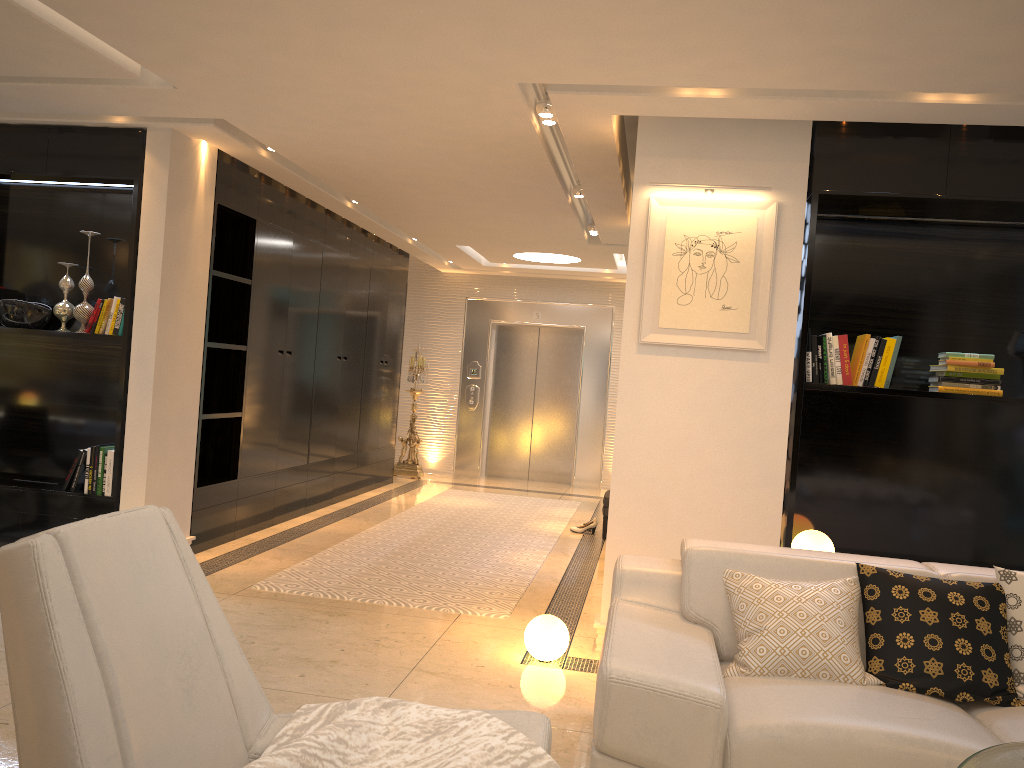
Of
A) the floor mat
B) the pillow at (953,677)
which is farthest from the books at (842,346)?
the floor mat

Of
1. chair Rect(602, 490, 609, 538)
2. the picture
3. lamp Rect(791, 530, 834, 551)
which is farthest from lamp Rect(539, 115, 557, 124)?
chair Rect(602, 490, 609, 538)

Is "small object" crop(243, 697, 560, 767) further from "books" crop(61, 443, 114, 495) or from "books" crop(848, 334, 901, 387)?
"books" crop(61, 443, 114, 495)

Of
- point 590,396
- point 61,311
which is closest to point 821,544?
point 61,311

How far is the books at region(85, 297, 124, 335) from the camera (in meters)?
5.28

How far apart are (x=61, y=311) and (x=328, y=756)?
4.4m

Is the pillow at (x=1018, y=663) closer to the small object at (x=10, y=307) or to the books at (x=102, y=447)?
the books at (x=102, y=447)

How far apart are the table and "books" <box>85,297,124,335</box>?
4.9m

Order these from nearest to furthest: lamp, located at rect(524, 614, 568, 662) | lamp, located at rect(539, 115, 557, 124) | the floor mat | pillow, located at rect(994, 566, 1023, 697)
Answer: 1. pillow, located at rect(994, 566, 1023, 697)
2. lamp, located at rect(524, 614, 568, 662)
3. lamp, located at rect(539, 115, 557, 124)
4. the floor mat

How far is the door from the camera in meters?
11.2 m
